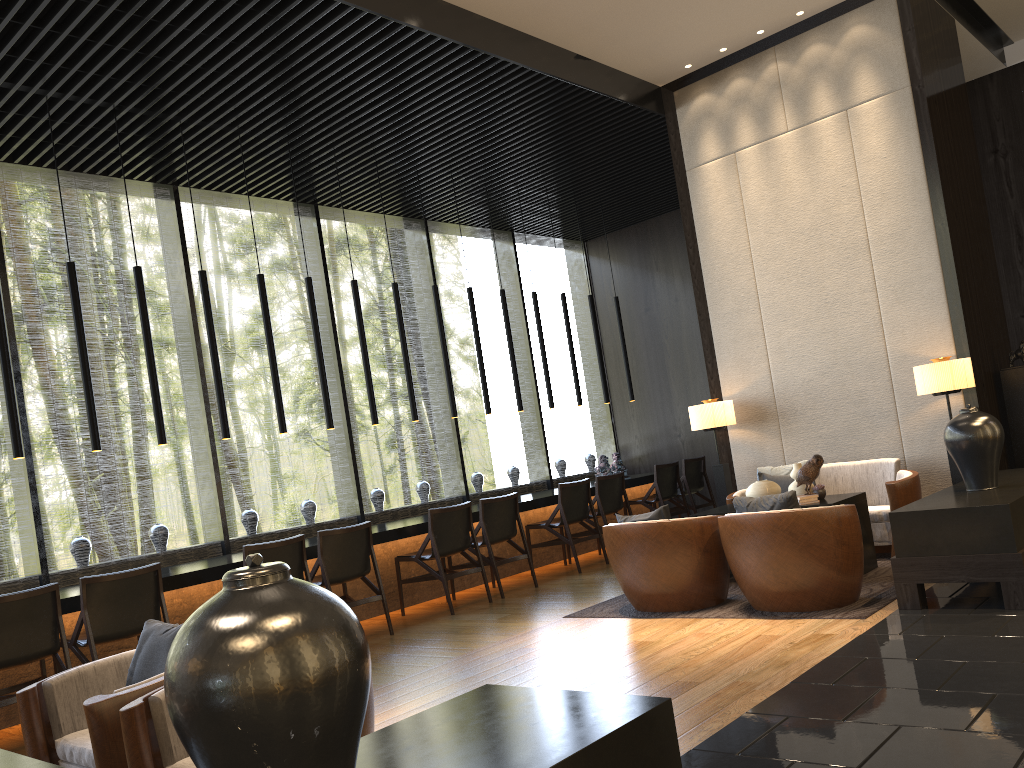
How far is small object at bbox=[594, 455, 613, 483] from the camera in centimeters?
949cm

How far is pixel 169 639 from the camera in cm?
324

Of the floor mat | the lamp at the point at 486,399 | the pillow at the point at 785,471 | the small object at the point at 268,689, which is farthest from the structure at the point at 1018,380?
the small object at the point at 268,689

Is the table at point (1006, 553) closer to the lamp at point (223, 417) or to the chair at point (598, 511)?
the chair at point (598, 511)

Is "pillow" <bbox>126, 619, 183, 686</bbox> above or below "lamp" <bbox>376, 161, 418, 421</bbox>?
below

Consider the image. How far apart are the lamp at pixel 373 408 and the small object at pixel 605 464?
2.91m

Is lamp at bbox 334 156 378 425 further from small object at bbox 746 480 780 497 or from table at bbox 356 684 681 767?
table at bbox 356 684 681 767

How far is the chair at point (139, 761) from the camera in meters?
2.6 m

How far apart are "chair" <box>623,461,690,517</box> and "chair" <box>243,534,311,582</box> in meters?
4.4 m

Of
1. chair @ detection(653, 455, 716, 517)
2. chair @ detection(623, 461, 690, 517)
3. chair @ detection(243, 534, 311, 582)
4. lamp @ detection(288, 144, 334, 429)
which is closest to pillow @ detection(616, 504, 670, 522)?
chair @ detection(243, 534, 311, 582)
